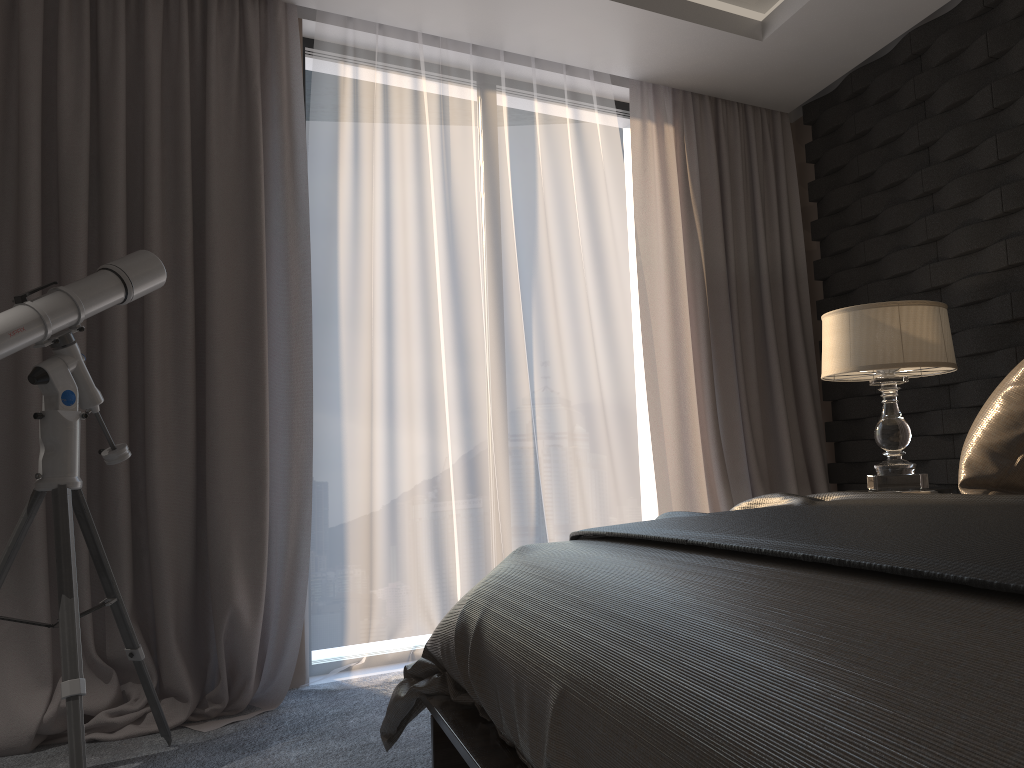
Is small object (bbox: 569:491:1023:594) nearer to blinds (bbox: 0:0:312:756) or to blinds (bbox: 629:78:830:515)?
blinds (bbox: 0:0:312:756)

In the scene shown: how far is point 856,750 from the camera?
0.7m

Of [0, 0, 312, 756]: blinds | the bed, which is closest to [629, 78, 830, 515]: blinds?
[0, 0, 312, 756]: blinds

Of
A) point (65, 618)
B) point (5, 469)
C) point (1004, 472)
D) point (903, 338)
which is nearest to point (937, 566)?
point (1004, 472)

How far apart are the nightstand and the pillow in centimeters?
106cm

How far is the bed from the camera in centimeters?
66cm

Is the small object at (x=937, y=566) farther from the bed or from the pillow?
the pillow

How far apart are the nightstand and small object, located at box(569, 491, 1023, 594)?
1.1m

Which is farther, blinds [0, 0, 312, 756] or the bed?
blinds [0, 0, 312, 756]

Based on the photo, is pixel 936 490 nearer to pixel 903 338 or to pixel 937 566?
pixel 903 338
